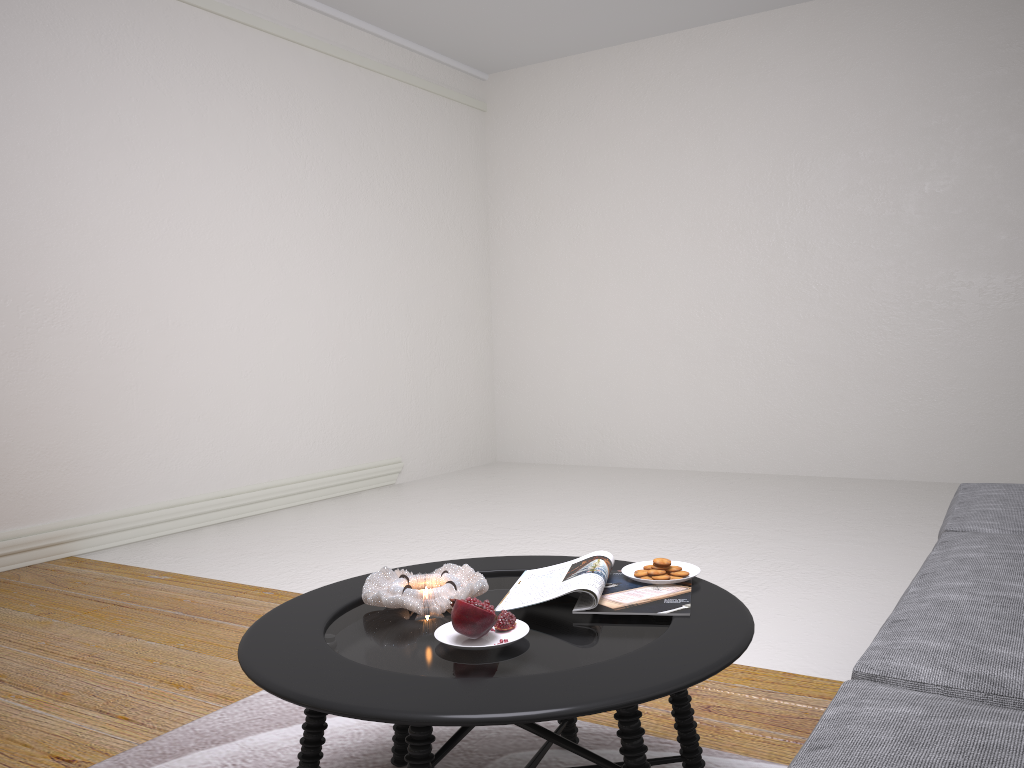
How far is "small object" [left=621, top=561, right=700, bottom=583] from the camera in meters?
1.9

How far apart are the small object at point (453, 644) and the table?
0.01m

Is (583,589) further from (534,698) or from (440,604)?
(534,698)

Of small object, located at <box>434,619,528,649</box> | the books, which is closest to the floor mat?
the books

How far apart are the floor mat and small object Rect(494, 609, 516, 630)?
0.6 meters

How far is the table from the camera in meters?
1.3

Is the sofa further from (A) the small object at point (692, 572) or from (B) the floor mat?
(B) the floor mat

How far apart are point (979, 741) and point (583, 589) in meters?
0.7

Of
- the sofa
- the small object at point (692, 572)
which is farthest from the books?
the sofa

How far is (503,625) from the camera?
1.58m
